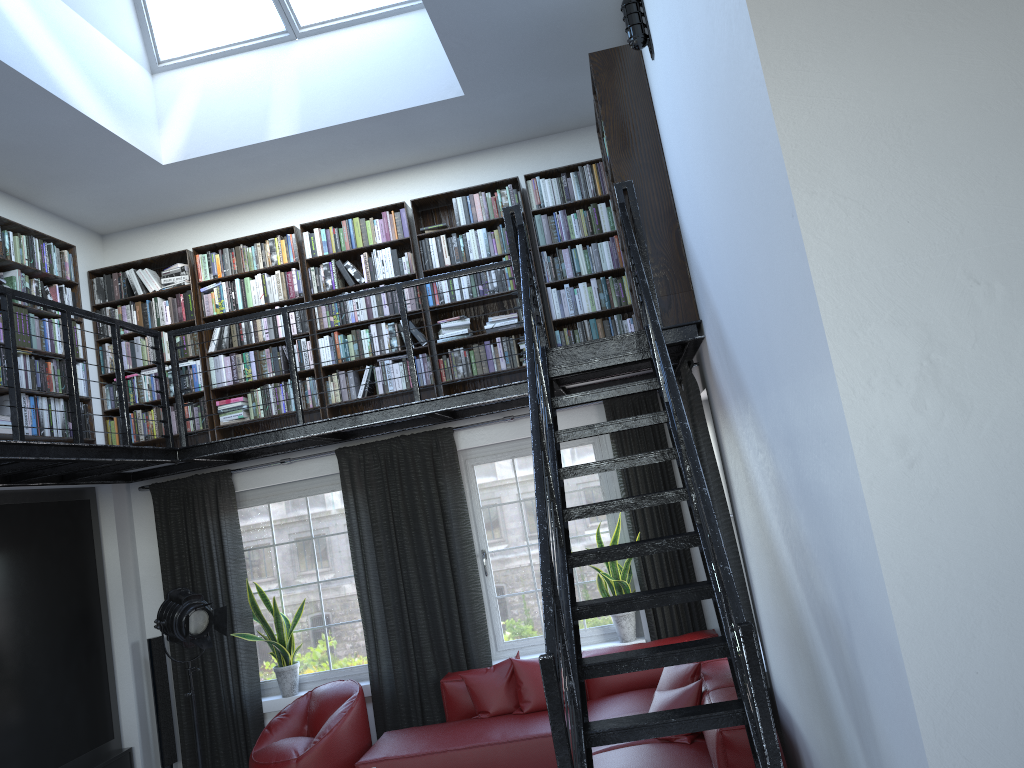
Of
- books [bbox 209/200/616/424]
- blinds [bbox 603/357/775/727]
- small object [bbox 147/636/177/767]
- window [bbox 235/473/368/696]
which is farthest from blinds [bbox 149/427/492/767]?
blinds [bbox 603/357/775/727]

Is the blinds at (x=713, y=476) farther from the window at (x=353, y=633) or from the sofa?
the window at (x=353, y=633)

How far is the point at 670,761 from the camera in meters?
4.4

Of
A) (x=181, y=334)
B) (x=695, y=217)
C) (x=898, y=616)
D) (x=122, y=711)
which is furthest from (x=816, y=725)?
(x=122, y=711)

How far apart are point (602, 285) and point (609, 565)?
2.1m

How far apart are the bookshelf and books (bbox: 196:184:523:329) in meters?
0.0 m

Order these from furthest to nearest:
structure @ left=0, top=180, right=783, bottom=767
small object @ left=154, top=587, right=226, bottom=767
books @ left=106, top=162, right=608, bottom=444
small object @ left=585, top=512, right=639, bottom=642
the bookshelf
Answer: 1. books @ left=106, top=162, right=608, bottom=444
2. small object @ left=585, top=512, right=639, bottom=642
3. small object @ left=154, top=587, right=226, bottom=767
4. the bookshelf
5. structure @ left=0, top=180, right=783, bottom=767

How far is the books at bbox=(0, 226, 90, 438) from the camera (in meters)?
5.73

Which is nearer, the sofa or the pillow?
the sofa

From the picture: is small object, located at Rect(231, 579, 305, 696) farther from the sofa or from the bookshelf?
the bookshelf
